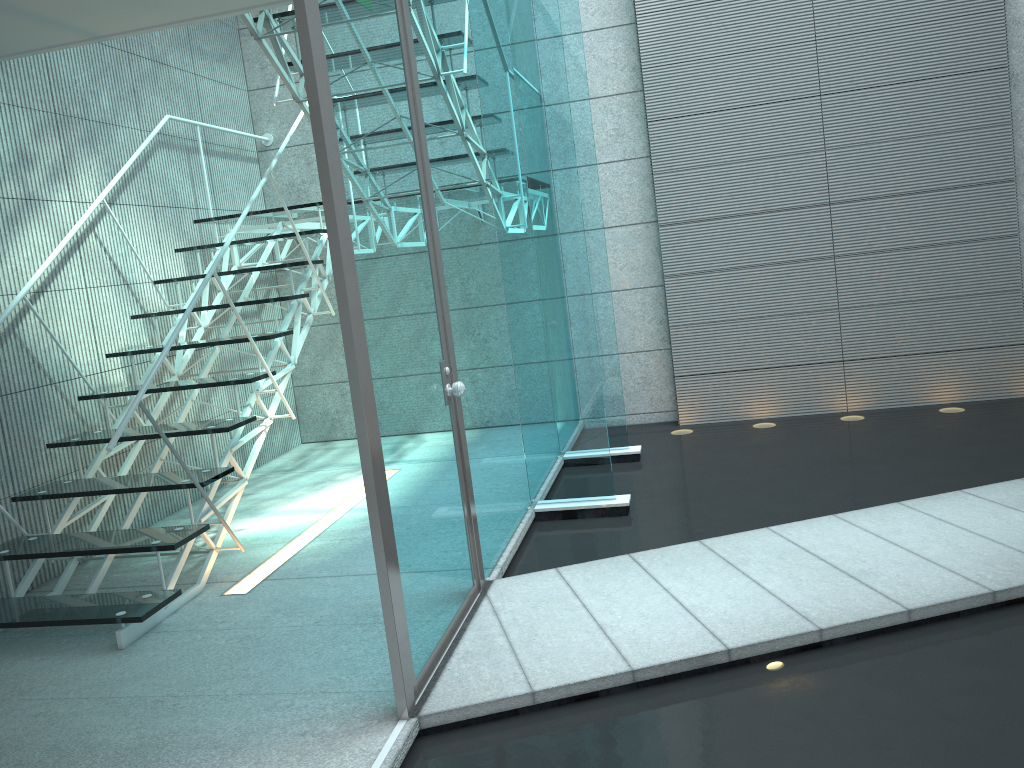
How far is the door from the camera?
2.12m

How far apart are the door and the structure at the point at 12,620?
0.9m

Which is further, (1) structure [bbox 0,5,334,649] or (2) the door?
(1) structure [bbox 0,5,334,649]

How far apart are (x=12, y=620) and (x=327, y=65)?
2.19m

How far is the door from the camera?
2.1m

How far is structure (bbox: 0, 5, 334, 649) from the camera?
3.0 meters

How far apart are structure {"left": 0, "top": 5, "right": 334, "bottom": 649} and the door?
0.9 meters
